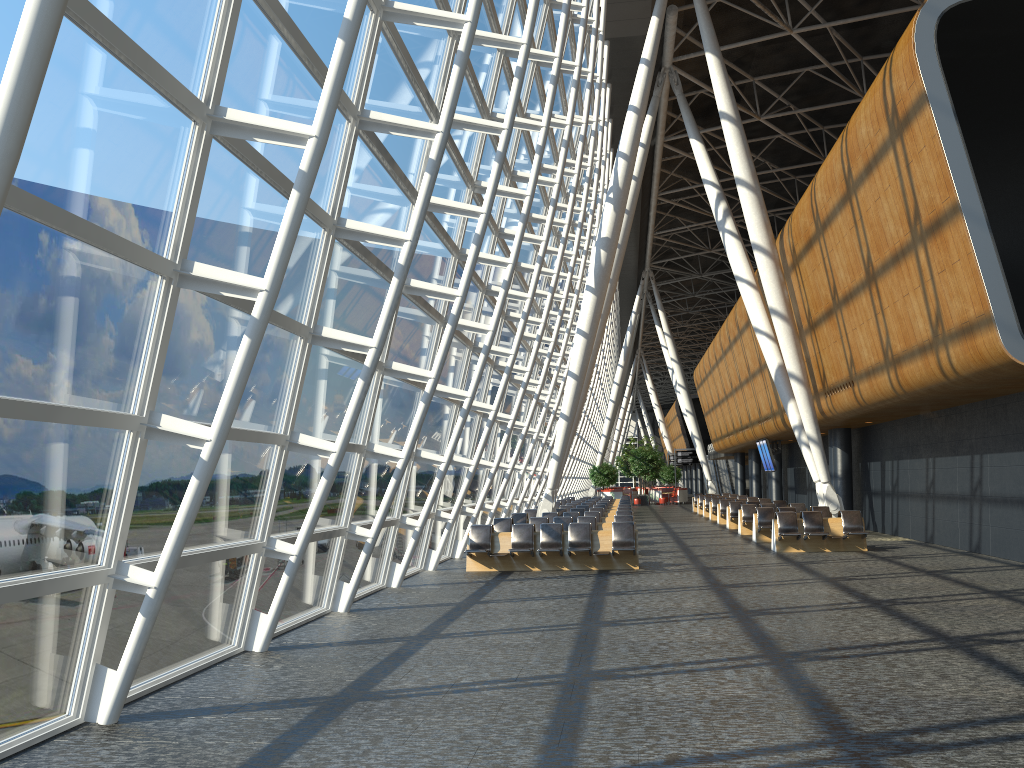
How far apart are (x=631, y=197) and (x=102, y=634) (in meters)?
23.45

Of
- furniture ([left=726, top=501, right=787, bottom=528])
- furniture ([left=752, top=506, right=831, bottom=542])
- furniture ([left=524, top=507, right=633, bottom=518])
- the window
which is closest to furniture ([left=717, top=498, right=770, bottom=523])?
furniture ([left=726, top=501, right=787, bottom=528])

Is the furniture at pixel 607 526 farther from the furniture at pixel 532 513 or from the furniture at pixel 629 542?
the furniture at pixel 532 513

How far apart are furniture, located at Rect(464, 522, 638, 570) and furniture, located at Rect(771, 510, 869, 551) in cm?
409

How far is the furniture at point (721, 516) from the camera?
30.72m

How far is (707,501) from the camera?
A: 36.8 meters

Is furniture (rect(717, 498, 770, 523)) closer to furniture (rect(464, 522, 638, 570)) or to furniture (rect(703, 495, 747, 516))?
furniture (rect(703, 495, 747, 516))

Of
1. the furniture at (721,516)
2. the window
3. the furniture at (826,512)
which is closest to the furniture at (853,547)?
the furniture at (826,512)

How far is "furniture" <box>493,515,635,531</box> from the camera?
19.4 meters

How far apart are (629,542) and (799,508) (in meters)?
10.49
